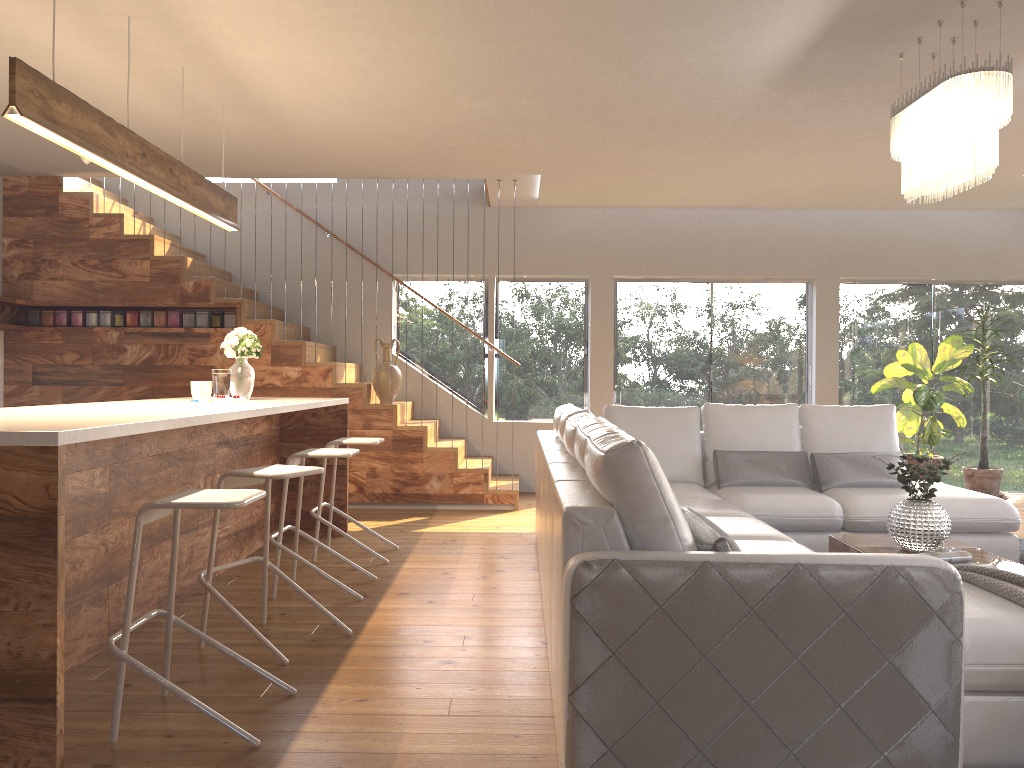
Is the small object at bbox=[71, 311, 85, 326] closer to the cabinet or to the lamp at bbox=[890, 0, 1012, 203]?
the cabinet

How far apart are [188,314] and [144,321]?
0.4m

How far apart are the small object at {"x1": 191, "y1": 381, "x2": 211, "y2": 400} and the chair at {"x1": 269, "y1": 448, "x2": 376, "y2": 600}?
0.8m

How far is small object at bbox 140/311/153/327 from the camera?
7.6 meters

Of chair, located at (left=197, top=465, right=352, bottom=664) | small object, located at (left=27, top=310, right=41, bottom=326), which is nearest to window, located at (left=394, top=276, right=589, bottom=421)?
small object, located at (left=27, top=310, right=41, bottom=326)

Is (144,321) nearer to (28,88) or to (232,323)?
(232,323)

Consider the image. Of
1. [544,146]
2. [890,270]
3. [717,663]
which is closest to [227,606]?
[717,663]

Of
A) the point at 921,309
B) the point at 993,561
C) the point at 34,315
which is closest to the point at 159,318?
the point at 34,315

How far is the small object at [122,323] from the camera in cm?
757

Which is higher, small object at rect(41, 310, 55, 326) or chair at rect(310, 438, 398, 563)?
small object at rect(41, 310, 55, 326)
